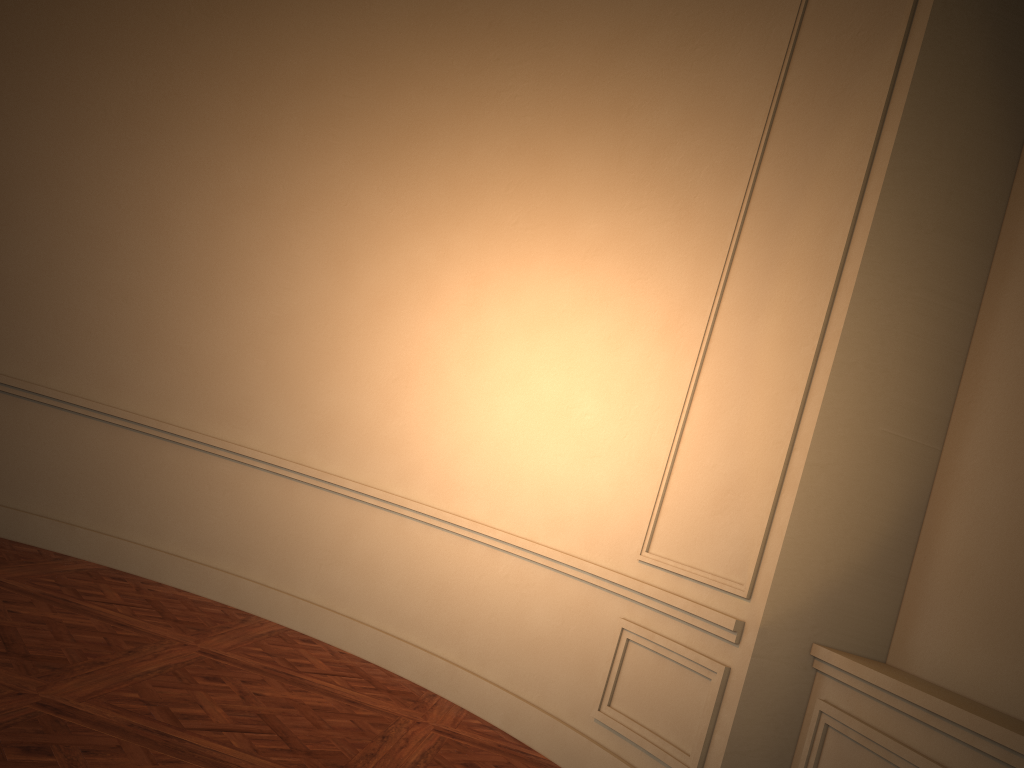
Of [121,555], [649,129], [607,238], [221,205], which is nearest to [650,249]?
[607,238]
